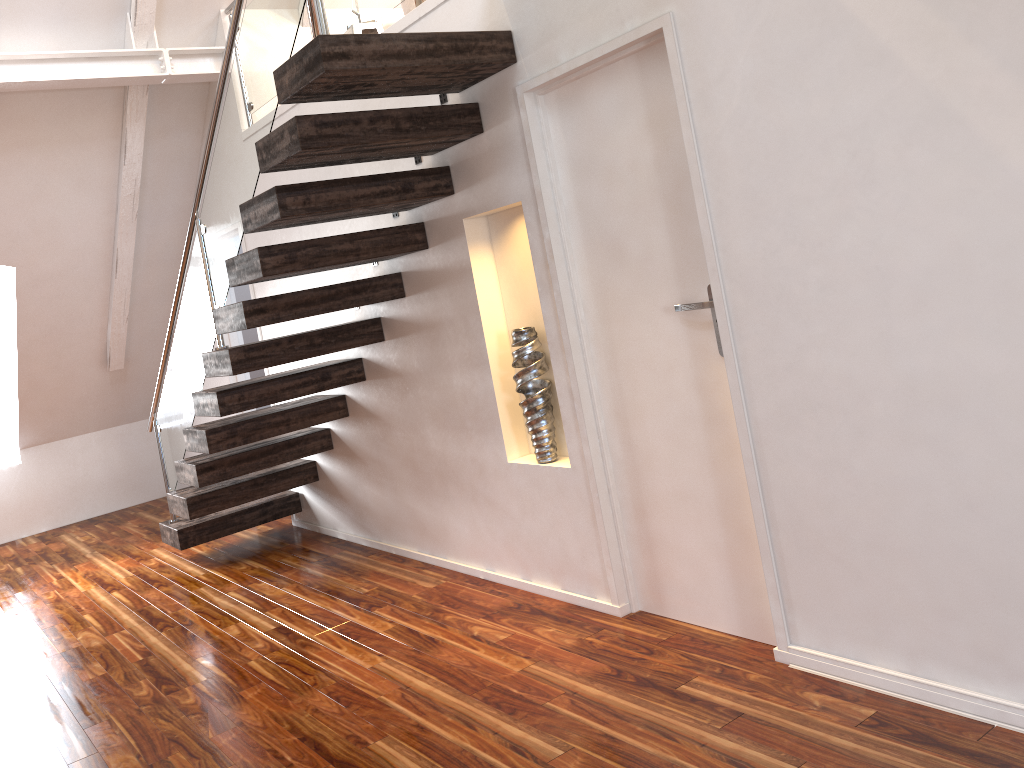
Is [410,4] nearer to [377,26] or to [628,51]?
[377,26]

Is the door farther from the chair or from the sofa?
the sofa

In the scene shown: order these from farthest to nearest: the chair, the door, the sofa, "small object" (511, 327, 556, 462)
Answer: the sofa, the chair, "small object" (511, 327, 556, 462), the door

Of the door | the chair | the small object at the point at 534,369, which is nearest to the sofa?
the chair

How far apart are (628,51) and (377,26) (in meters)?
2.35

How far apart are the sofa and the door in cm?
252

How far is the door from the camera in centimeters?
265cm

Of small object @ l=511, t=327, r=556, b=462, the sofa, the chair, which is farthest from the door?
the sofa

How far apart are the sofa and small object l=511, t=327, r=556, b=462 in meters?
2.8 m

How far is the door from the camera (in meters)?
2.65
